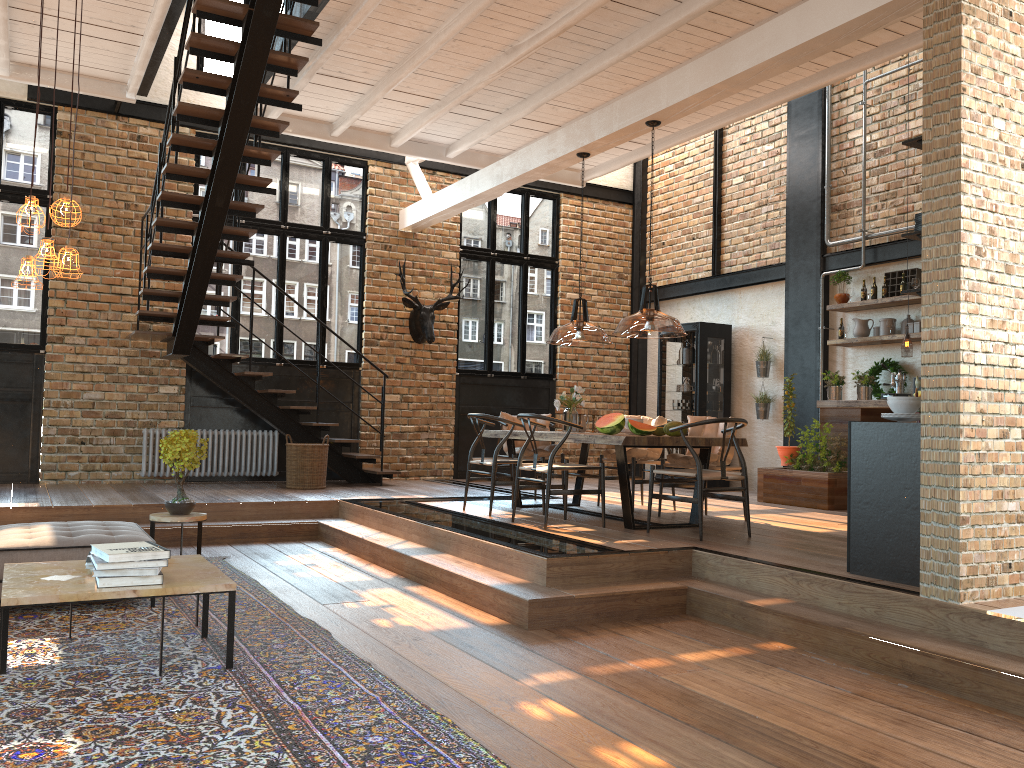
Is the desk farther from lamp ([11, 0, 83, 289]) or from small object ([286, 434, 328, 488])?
lamp ([11, 0, 83, 289])

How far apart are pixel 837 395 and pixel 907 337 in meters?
1.3 m

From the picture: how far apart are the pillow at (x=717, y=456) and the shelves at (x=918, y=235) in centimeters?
303cm

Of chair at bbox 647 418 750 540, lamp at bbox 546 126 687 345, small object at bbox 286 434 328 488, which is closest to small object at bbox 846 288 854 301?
lamp at bbox 546 126 687 345

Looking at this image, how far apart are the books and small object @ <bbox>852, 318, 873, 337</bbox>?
7.8 meters

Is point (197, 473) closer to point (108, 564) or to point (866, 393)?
point (108, 564)

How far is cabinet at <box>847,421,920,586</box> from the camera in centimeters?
460cm

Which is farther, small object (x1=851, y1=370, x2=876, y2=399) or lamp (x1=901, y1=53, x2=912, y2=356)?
small object (x1=851, y1=370, x2=876, y2=399)

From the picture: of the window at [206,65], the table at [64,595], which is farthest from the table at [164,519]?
the window at [206,65]

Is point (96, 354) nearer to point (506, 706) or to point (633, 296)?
point (633, 296)
